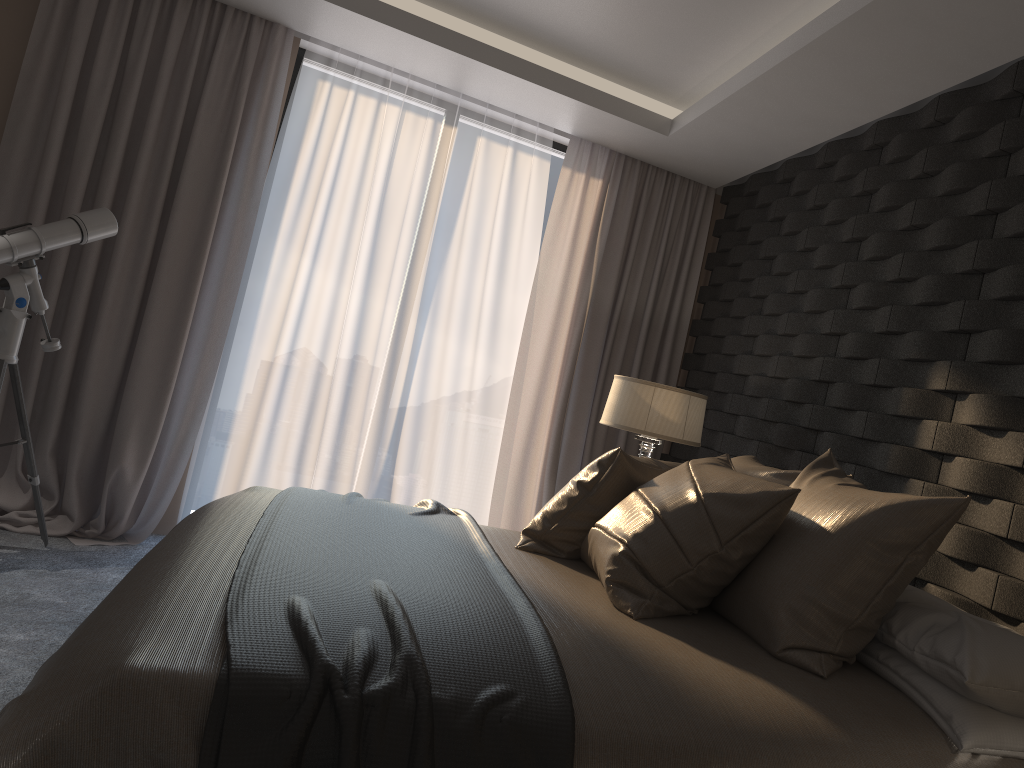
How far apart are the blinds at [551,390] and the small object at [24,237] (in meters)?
2.11

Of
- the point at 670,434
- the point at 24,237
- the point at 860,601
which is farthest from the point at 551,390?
the point at 860,601

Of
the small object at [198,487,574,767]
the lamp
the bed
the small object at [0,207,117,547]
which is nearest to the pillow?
the bed

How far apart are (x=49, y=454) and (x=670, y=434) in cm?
276

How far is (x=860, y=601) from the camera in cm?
A: 199

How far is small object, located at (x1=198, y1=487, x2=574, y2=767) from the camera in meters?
1.4

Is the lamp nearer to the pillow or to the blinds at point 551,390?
the pillow

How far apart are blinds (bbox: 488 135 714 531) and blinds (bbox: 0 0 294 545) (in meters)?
1.51

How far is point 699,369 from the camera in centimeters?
486cm

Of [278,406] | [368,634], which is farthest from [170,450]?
[368,634]
